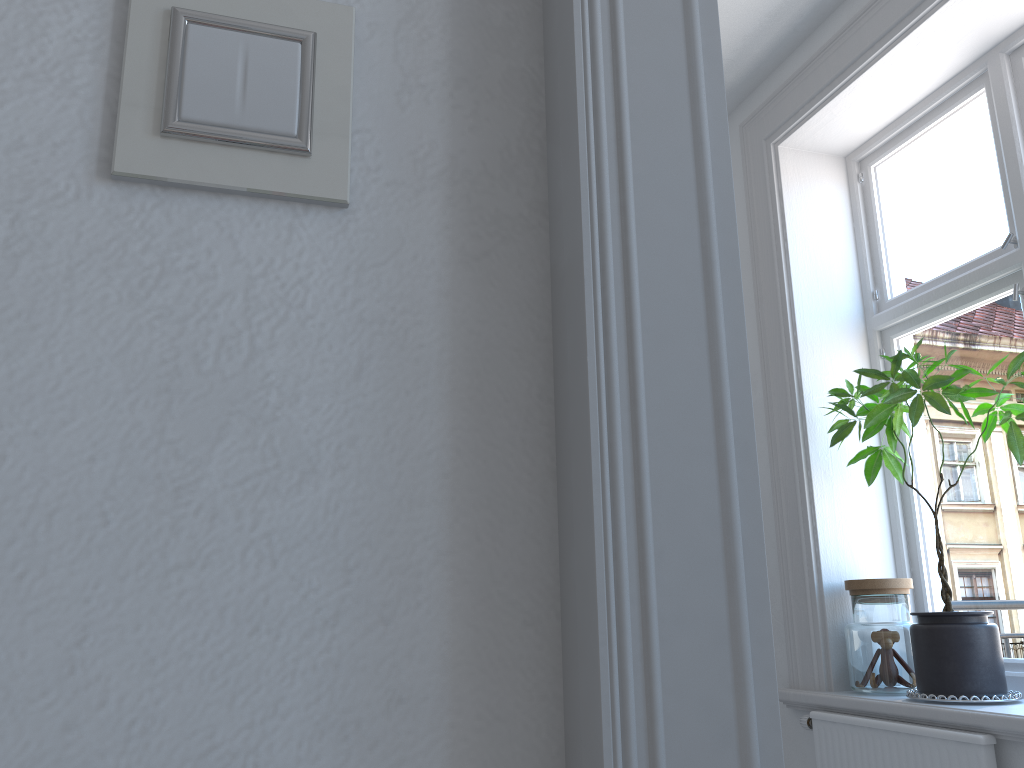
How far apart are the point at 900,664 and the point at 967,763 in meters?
0.5 m

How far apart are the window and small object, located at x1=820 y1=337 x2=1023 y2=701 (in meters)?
0.02

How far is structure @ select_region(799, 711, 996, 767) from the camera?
2.2m

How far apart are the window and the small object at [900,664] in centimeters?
20cm

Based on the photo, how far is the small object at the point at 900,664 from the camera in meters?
2.6 m

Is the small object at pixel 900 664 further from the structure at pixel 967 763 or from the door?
the door

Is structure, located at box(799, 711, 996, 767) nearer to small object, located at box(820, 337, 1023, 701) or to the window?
small object, located at box(820, 337, 1023, 701)

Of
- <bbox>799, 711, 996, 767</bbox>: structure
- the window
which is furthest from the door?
the window

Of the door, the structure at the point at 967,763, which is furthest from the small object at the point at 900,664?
the door

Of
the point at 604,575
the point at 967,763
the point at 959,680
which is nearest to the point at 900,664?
the point at 959,680
